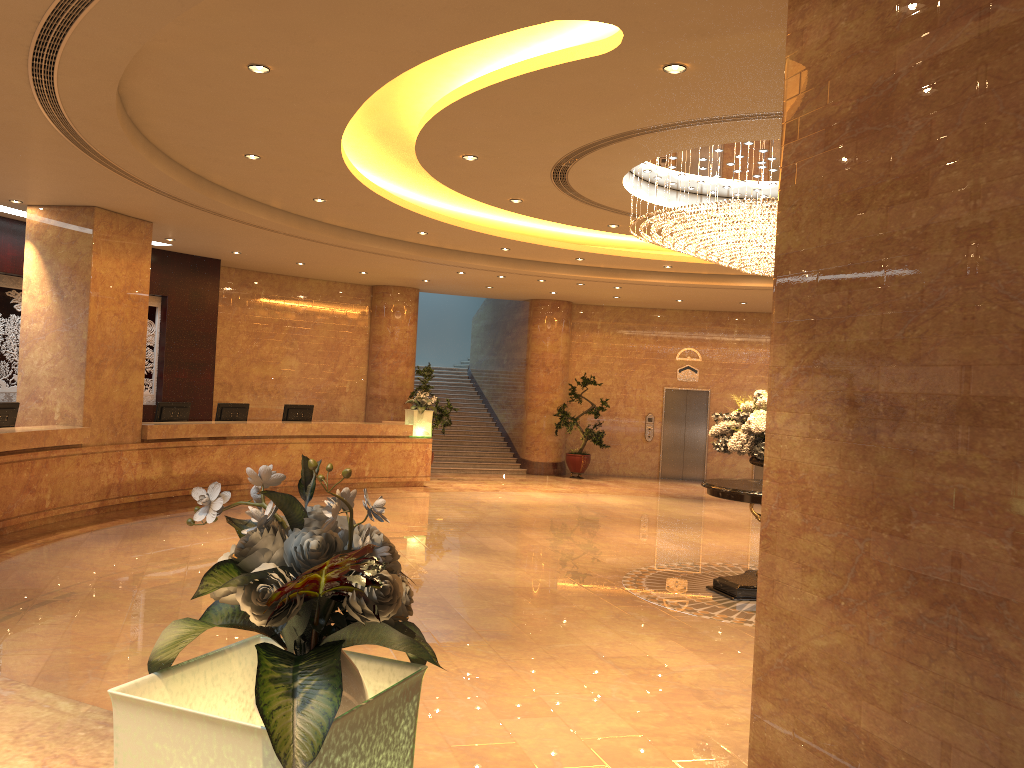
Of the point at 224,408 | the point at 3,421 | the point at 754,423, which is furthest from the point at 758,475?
the point at 3,421

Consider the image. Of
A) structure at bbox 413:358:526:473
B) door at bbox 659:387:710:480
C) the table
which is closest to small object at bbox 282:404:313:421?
structure at bbox 413:358:526:473

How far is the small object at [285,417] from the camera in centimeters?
1539cm

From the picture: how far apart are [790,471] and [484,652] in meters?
3.1

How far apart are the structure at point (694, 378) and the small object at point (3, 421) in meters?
14.1 m

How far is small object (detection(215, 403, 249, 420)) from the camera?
14.36m

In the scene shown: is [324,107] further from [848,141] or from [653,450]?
[653,450]

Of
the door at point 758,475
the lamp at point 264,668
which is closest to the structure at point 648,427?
the door at point 758,475

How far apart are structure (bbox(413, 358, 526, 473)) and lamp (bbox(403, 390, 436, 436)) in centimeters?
286cm

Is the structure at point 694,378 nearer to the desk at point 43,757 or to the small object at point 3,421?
the small object at point 3,421
